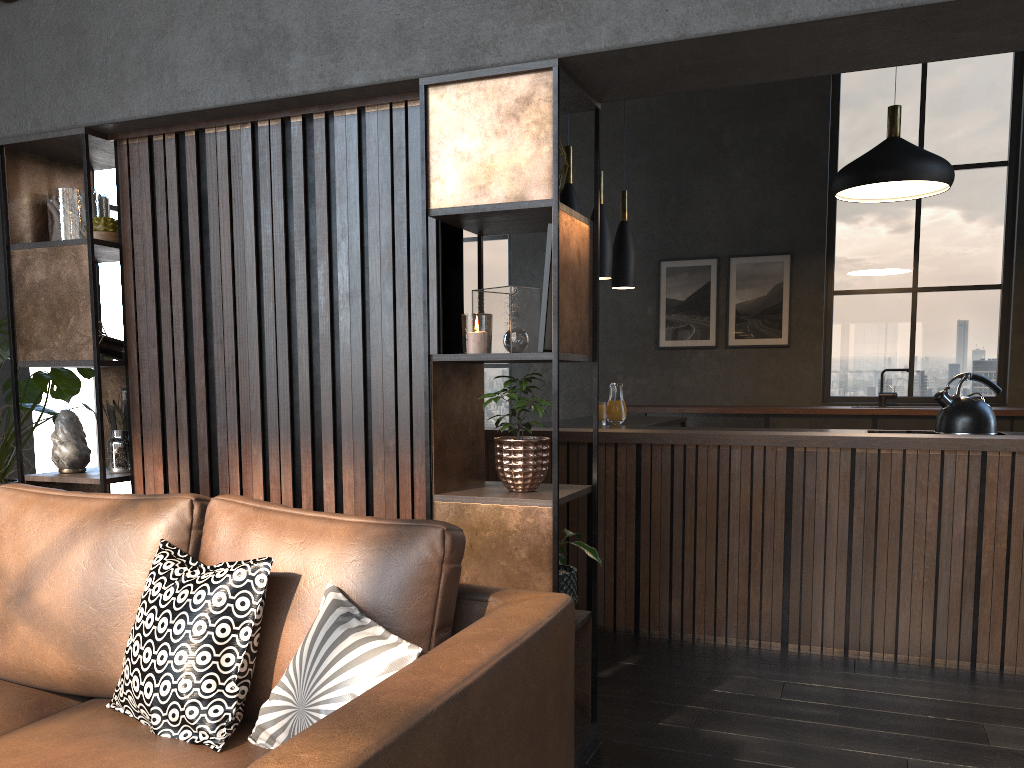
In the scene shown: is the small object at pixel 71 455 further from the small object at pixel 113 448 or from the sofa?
the sofa

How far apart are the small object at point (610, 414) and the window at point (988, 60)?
1.9 meters

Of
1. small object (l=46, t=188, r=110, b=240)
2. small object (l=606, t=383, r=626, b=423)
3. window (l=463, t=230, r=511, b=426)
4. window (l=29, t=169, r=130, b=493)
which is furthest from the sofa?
window (l=463, t=230, r=511, b=426)

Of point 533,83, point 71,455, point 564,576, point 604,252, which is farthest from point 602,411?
point 71,455

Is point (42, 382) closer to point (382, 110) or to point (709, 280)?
point (382, 110)

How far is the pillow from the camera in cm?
160

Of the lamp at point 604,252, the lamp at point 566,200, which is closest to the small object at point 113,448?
the lamp at point 566,200

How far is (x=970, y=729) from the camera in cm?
293

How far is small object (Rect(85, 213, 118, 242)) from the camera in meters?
3.2 m

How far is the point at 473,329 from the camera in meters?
2.6
